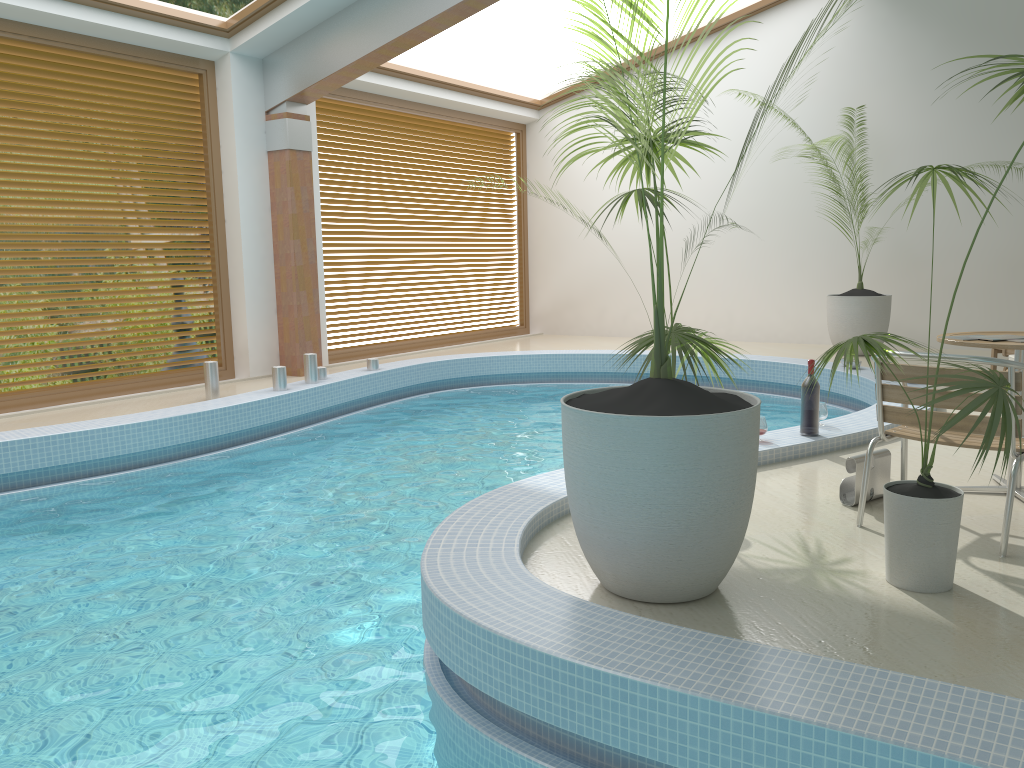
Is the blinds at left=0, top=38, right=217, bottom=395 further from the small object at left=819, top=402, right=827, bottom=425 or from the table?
the table

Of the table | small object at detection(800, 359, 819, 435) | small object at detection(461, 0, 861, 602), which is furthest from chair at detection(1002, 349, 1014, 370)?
small object at detection(461, 0, 861, 602)

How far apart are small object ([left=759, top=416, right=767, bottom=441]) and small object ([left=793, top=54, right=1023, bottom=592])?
1.6m

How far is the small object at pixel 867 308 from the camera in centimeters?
930cm

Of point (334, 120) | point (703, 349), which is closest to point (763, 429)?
point (703, 349)

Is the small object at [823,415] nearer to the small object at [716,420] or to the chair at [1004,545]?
the chair at [1004,545]

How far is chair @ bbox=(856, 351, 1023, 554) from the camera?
3.3 meters

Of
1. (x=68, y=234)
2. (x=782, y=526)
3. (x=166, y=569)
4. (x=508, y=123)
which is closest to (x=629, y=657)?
(x=782, y=526)

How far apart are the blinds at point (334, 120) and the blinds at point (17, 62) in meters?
1.5 m

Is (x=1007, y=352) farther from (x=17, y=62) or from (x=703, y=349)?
(x=17, y=62)
